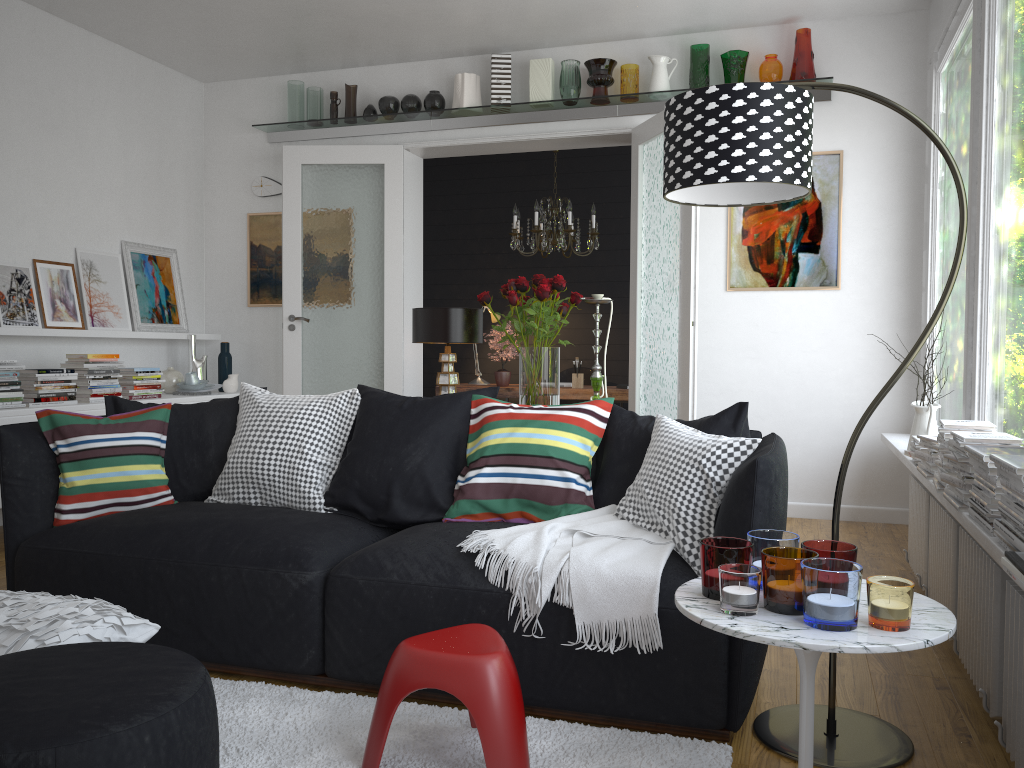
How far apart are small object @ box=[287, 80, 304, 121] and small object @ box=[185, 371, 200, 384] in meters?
2.0

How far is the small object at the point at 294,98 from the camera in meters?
6.4 m

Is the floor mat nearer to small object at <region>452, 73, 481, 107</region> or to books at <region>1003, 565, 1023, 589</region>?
books at <region>1003, 565, 1023, 589</region>

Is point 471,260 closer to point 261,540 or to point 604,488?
point 604,488

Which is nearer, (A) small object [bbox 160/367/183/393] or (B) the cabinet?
(B) the cabinet

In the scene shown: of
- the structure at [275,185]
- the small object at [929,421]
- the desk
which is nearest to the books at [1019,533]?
the small object at [929,421]

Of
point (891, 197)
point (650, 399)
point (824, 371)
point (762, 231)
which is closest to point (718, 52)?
point (762, 231)

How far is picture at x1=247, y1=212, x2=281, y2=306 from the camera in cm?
667

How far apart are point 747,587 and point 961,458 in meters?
1.3

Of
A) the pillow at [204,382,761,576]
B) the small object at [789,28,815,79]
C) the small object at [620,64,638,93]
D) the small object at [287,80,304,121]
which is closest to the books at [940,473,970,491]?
the pillow at [204,382,761,576]
